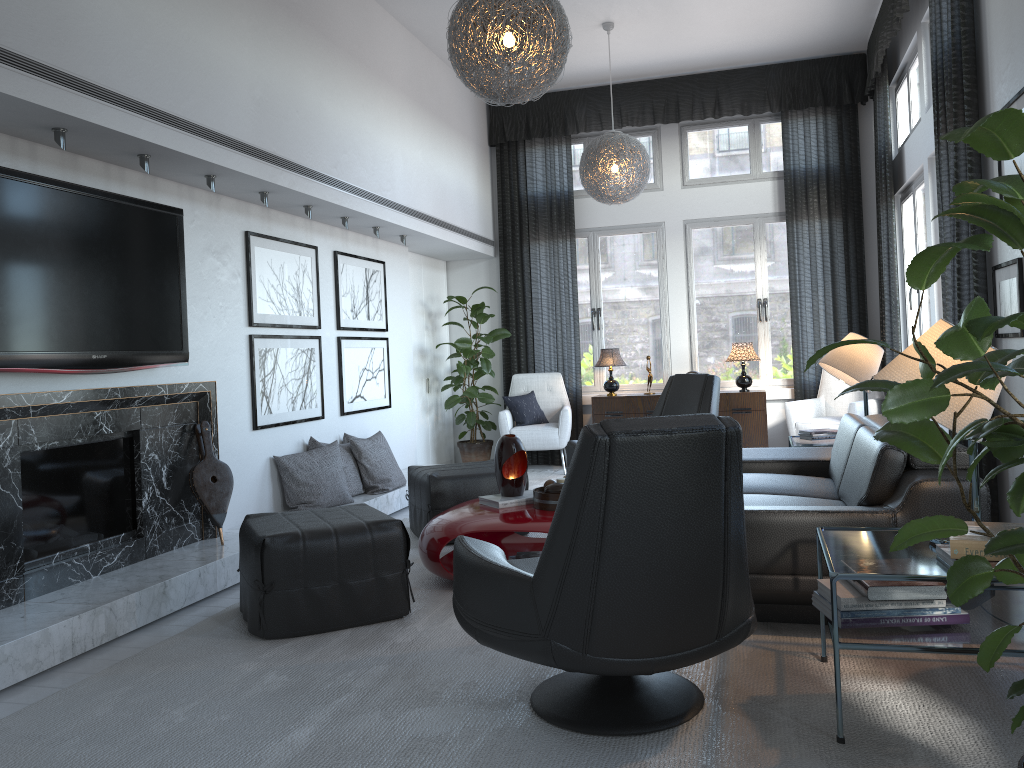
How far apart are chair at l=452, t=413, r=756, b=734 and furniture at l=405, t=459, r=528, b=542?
2.04m

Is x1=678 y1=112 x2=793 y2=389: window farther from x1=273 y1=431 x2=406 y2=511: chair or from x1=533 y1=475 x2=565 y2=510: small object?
x1=533 y1=475 x2=565 y2=510: small object

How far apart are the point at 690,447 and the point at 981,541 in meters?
0.8

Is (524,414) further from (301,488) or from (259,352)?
(259,352)

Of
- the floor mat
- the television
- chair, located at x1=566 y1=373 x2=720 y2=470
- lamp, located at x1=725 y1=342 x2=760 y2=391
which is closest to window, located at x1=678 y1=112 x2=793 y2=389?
lamp, located at x1=725 y1=342 x2=760 y2=391

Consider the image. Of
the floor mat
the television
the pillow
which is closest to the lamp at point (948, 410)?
the floor mat

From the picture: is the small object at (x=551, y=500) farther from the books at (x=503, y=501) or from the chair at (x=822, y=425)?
the chair at (x=822, y=425)

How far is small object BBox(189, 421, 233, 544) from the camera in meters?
4.2 m

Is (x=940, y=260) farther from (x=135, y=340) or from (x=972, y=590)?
(x=135, y=340)

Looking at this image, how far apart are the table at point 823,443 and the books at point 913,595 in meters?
2.7 m
